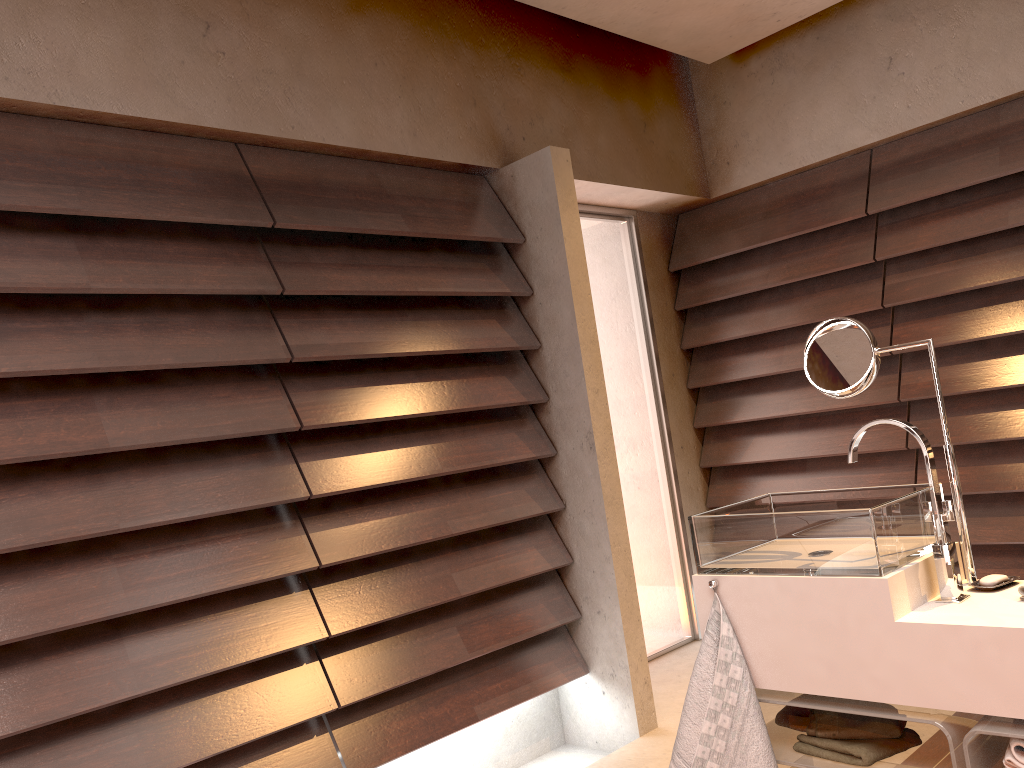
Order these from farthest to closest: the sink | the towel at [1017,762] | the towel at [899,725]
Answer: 1. the towel at [899,725]
2. the sink
3. the towel at [1017,762]

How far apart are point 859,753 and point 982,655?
0.3m

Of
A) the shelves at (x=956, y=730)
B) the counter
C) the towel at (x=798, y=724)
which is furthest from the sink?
the towel at (x=798, y=724)

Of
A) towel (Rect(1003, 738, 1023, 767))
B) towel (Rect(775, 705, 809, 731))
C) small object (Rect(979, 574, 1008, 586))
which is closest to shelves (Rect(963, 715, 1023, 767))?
towel (Rect(1003, 738, 1023, 767))

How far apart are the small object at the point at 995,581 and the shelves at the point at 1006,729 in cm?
28

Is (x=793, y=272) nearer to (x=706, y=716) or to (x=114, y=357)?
(x=706, y=716)

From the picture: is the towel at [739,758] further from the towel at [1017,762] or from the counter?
the towel at [1017,762]

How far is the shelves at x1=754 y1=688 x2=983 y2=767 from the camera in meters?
1.6 m

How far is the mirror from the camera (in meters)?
1.80

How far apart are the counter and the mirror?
0.0 meters
